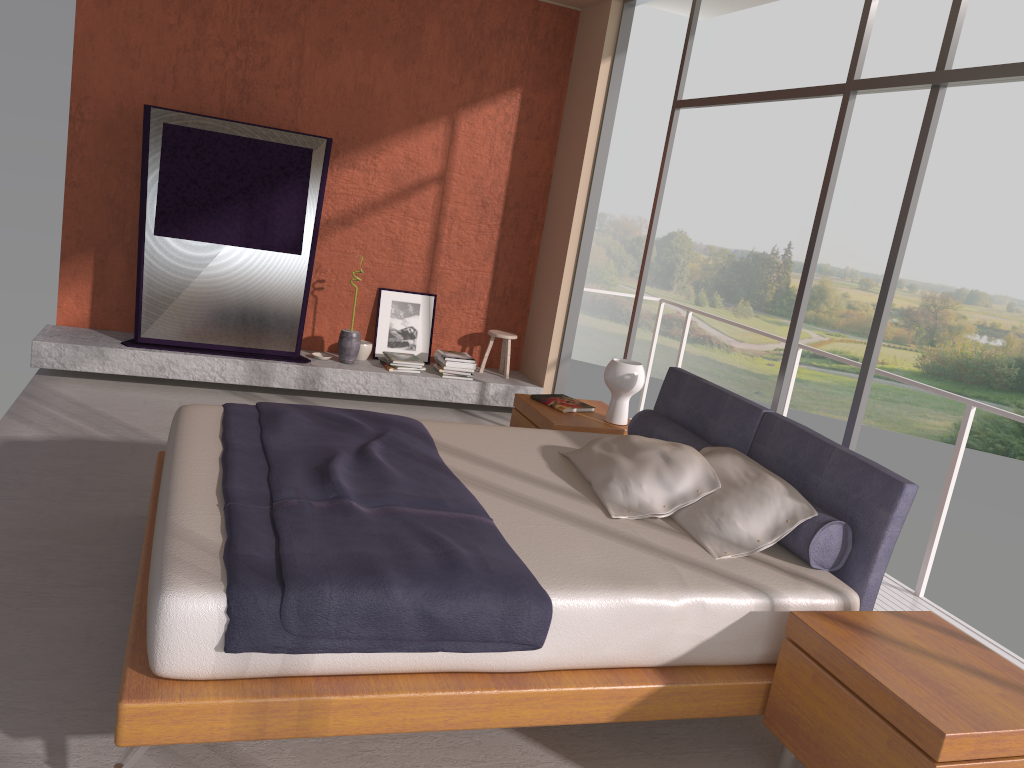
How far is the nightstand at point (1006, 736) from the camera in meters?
2.2

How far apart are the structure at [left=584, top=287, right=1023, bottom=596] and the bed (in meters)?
1.17

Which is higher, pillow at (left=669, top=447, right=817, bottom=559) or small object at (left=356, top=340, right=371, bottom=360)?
pillow at (left=669, top=447, right=817, bottom=559)

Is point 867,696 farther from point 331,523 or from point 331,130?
point 331,130

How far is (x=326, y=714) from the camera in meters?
2.3 m

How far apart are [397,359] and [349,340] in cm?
38

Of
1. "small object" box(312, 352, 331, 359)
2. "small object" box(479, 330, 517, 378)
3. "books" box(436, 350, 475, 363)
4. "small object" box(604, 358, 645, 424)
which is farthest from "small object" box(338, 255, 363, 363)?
"small object" box(604, 358, 645, 424)

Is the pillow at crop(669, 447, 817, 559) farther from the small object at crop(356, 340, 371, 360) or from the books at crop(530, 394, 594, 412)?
the small object at crop(356, 340, 371, 360)

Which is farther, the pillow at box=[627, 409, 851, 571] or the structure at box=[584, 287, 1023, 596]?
the structure at box=[584, 287, 1023, 596]

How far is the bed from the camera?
2.28m
